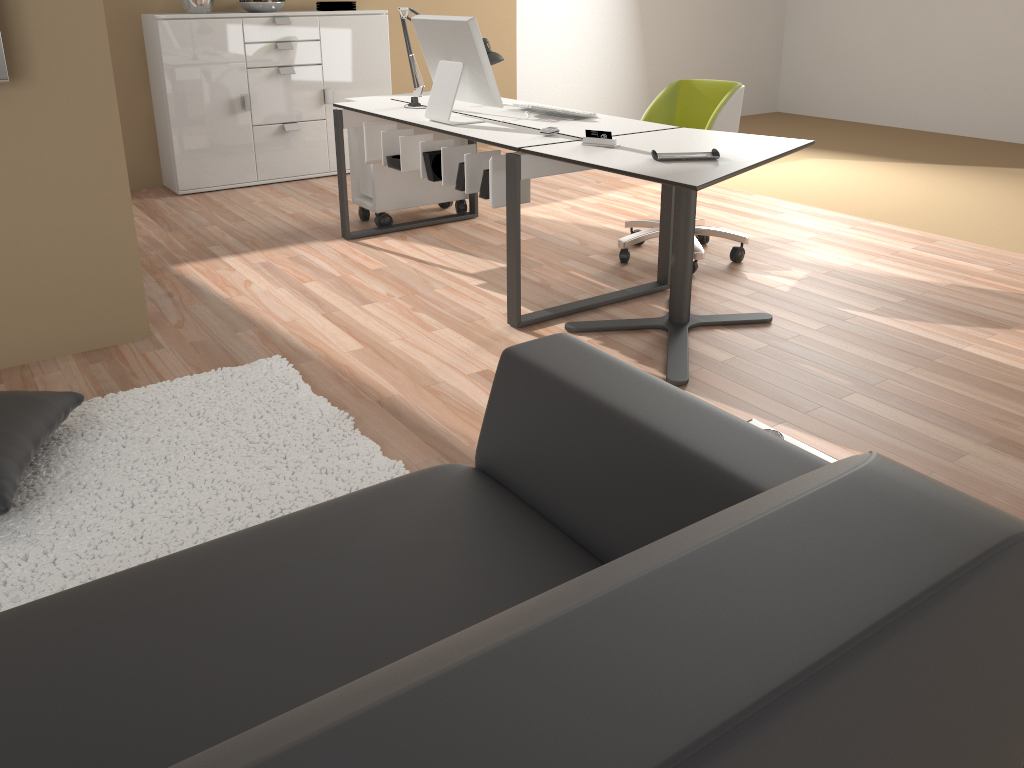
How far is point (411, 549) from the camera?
1.3 meters

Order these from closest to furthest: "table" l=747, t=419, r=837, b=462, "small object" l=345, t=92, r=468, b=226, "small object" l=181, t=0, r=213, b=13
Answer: "table" l=747, t=419, r=837, b=462 < "small object" l=345, t=92, r=468, b=226 < "small object" l=181, t=0, r=213, b=13

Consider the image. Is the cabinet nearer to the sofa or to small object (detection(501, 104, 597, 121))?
small object (detection(501, 104, 597, 121))

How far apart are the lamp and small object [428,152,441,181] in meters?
0.6

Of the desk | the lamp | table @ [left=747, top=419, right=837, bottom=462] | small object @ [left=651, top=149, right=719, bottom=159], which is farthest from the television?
table @ [left=747, top=419, right=837, bottom=462]

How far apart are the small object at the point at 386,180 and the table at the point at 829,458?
3.31m

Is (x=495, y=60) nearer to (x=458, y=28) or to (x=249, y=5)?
(x=458, y=28)

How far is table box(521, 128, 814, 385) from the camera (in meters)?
2.64

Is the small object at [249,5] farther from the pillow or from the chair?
the pillow

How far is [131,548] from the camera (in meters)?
2.04
